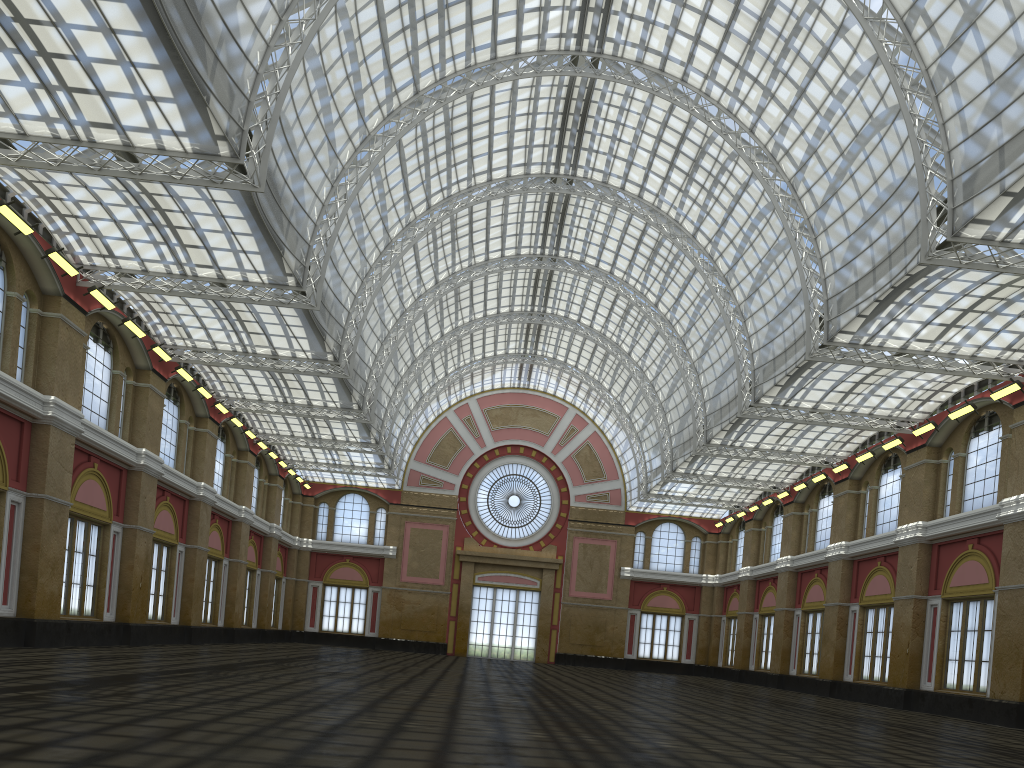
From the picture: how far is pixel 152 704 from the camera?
15.0m
